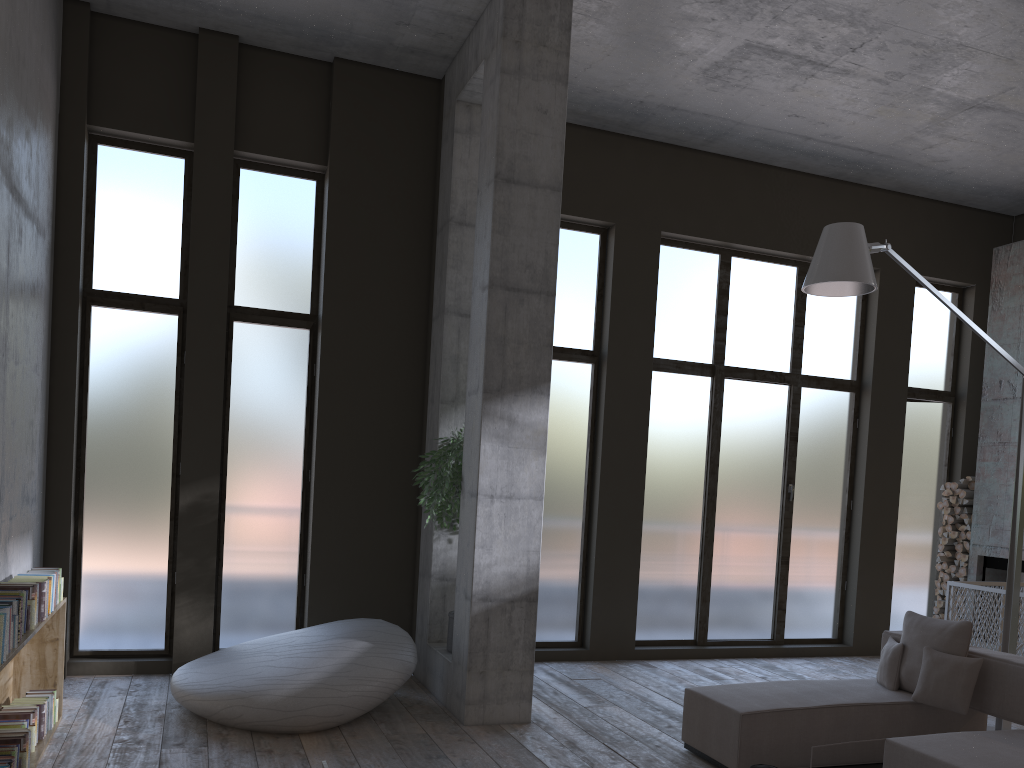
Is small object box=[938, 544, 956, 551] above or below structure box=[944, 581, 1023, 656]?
above

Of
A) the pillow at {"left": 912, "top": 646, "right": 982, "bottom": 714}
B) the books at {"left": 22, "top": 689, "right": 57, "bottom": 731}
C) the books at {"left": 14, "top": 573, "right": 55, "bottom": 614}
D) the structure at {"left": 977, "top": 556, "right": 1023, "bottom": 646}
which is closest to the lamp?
the pillow at {"left": 912, "top": 646, "right": 982, "bottom": 714}

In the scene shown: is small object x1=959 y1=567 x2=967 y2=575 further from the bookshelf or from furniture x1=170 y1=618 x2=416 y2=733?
the bookshelf

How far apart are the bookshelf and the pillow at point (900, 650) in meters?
5.2 m

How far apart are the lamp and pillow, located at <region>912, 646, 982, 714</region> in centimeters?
123cm

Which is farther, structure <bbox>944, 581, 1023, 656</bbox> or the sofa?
structure <bbox>944, 581, 1023, 656</bbox>

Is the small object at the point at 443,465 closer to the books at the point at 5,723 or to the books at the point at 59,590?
the books at the point at 59,590

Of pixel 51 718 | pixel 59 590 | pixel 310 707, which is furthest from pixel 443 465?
pixel 51 718

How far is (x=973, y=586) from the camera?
8.0m

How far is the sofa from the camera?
4.5 meters
